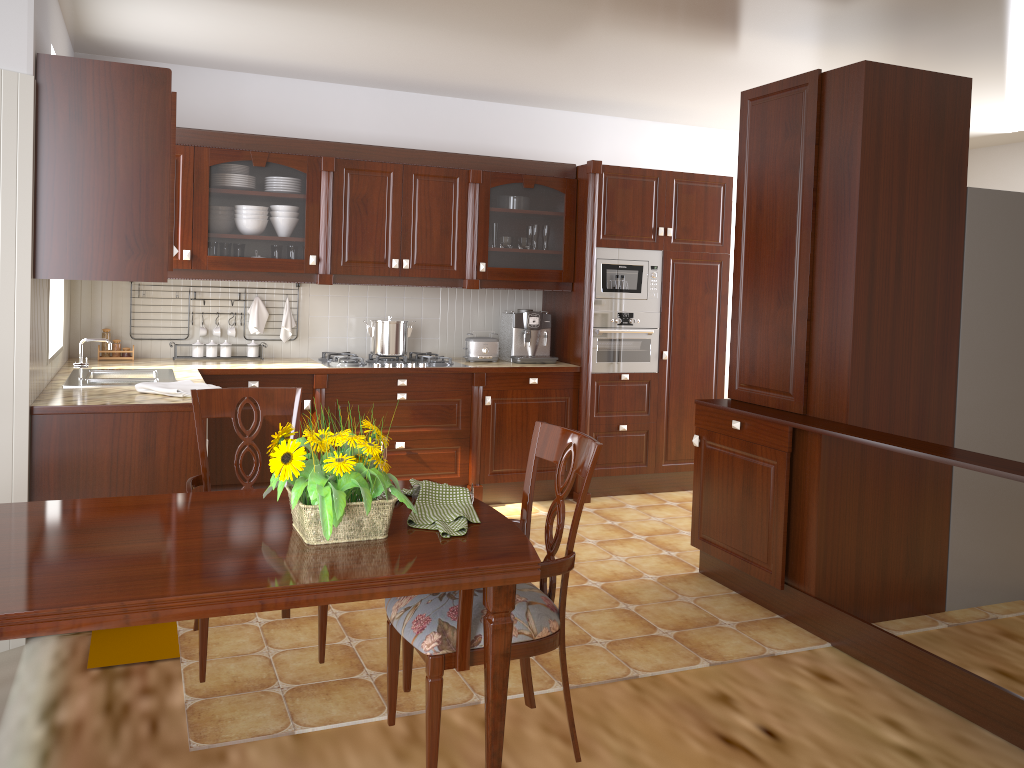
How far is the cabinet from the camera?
3.1m

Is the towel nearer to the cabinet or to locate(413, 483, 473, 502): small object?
the cabinet

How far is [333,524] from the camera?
1.77m

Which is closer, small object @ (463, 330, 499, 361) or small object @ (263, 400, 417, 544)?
small object @ (263, 400, 417, 544)

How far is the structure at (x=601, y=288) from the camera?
5.32m

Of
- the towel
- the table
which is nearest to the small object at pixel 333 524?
the table

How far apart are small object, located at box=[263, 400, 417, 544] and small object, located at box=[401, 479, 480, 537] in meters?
0.1

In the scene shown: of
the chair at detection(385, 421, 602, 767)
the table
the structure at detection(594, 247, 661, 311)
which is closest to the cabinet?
the structure at detection(594, 247, 661, 311)

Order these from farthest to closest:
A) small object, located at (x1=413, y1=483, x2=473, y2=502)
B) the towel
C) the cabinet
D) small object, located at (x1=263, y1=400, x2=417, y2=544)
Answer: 1. the towel
2. the cabinet
3. small object, located at (x1=413, y1=483, x2=473, y2=502)
4. small object, located at (x1=263, y1=400, x2=417, y2=544)

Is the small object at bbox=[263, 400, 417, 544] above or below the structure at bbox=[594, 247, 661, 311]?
below
